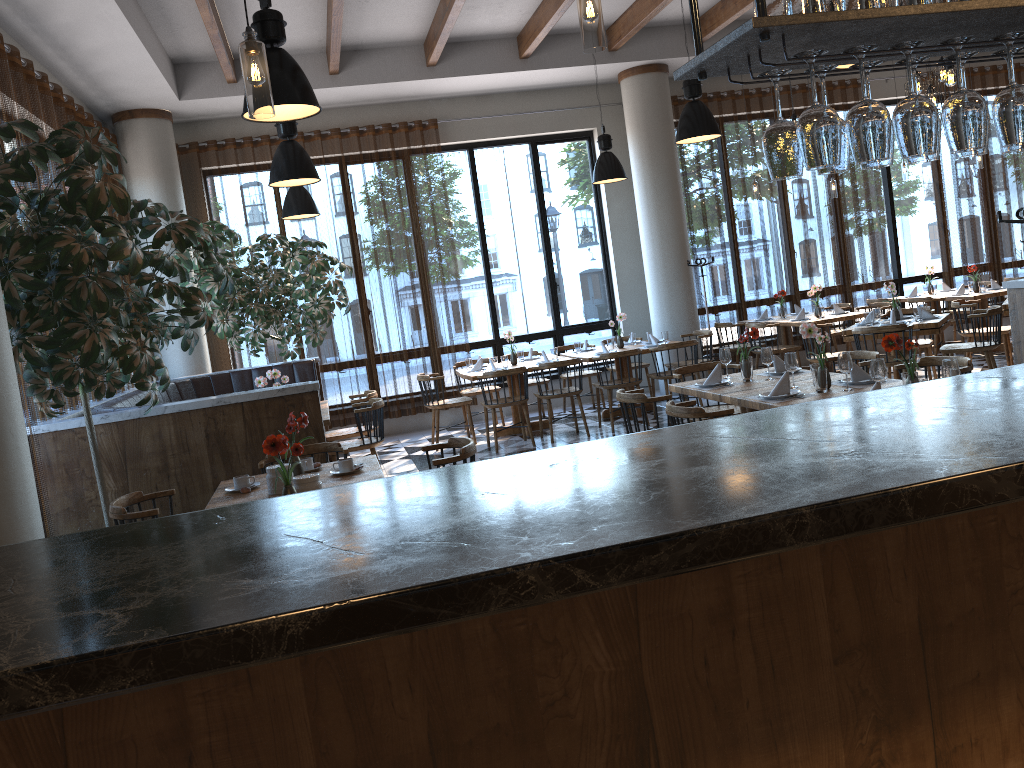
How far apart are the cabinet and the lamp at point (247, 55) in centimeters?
120cm

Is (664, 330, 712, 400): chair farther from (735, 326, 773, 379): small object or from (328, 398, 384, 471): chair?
(735, 326, 773, 379): small object

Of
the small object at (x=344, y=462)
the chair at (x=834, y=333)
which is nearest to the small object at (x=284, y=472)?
the small object at (x=344, y=462)

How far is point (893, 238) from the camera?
12.6 meters

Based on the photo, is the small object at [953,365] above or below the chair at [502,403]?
above

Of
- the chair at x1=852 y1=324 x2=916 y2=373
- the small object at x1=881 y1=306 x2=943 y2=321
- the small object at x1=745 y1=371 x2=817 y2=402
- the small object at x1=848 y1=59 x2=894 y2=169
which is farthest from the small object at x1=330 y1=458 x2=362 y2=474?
the small object at x1=881 y1=306 x2=943 y2=321

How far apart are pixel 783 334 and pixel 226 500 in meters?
8.6 m

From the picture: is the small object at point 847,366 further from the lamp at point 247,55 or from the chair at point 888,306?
the chair at point 888,306

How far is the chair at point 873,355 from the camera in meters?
6.1 m

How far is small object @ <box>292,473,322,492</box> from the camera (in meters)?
3.90
